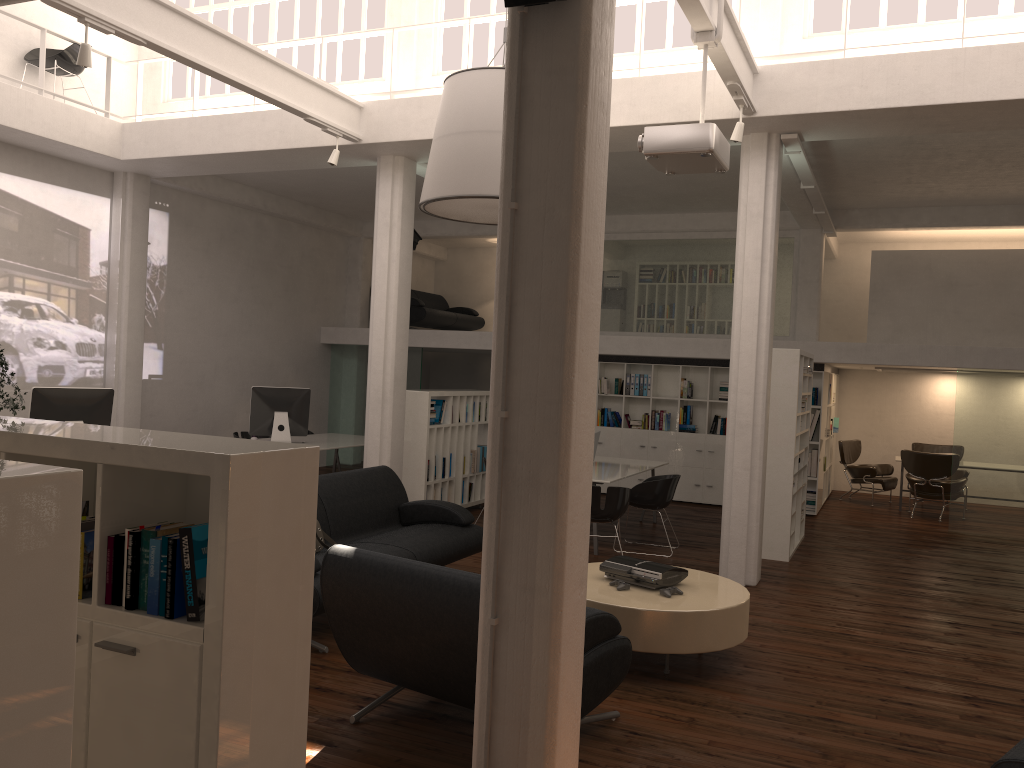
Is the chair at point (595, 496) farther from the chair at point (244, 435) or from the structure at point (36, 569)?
the chair at point (244, 435)

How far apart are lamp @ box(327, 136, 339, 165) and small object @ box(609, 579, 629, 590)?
6.3m

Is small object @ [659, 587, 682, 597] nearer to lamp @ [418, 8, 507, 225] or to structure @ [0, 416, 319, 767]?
lamp @ [418, 8, 507, 225]

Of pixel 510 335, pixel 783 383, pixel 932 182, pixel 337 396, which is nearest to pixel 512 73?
pixel 510 335

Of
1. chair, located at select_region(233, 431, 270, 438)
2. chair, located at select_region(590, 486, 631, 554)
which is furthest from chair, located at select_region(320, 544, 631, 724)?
chair, located at select_region(233, 431, 270, 438)

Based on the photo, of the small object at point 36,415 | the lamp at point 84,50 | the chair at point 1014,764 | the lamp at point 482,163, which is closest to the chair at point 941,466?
the lamp at point 482,163

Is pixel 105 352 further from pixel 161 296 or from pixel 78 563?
pixel 78 563

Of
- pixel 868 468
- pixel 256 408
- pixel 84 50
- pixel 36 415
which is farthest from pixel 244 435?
pixel 868 468

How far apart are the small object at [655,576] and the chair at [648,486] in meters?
3.9 m

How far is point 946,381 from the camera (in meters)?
A: 18.32
